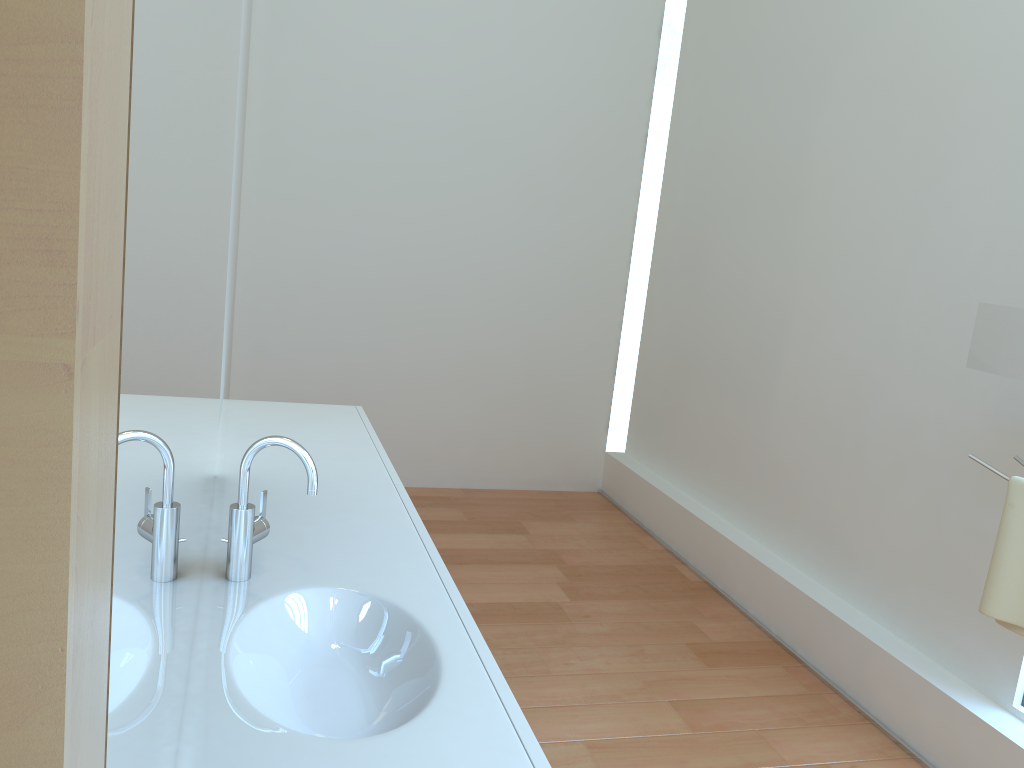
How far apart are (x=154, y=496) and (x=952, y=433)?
2.7 meters

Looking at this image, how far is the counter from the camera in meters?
1.1 m

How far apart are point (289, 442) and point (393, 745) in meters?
0.6

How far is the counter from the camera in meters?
1.1

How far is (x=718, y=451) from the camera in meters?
4.1 m

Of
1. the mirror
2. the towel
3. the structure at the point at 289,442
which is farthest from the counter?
the mirror

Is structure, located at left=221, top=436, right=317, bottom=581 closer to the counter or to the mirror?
the counter

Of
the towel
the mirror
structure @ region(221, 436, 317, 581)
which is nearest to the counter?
structure @ region(221, 436, 317, 581)

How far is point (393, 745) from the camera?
1.1 meters

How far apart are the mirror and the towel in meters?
0.2 m
